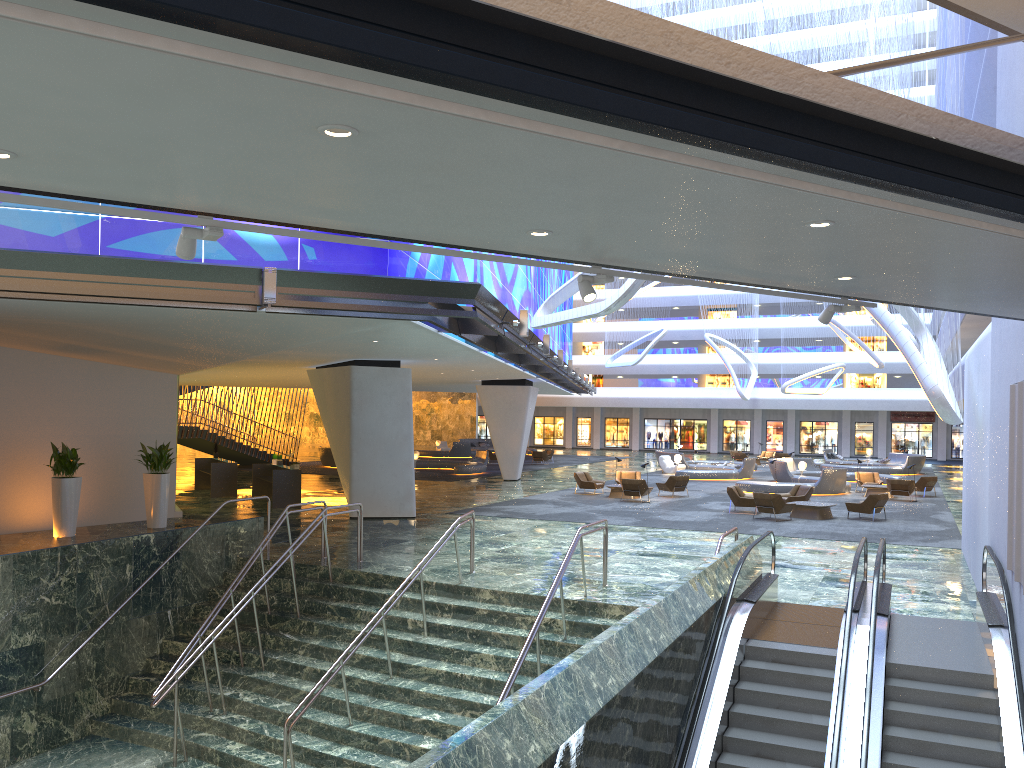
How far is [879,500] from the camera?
24.2 meters

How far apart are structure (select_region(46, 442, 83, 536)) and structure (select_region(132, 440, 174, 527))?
1.6 meters

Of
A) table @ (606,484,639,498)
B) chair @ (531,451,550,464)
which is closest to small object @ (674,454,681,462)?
chair @ (531,451,550,464)

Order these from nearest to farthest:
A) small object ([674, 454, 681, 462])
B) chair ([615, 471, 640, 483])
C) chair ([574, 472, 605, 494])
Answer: chair ([574, 472, 605, 494]) → chair ([615, 471, 640, 483]) → small object ([674, 454, 681, 462])

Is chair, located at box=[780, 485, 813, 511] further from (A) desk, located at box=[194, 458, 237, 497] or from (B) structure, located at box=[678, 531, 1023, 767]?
(A) desk, located at box=[194, 458, 237, 497]

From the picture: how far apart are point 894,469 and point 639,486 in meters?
22.4

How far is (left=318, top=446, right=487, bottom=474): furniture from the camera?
39.7 meters

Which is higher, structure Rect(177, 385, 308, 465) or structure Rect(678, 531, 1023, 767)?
structure Rect(177, 385, 308, 465)

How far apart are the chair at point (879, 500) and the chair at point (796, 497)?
1.9 meters

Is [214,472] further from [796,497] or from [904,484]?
[904,484]
